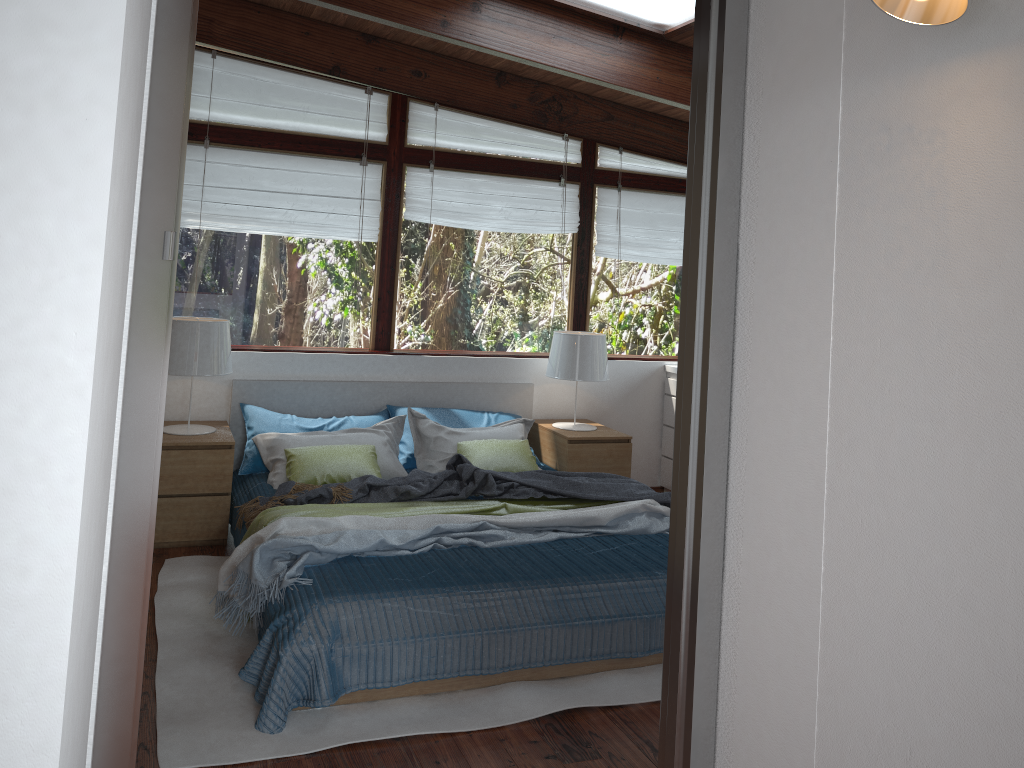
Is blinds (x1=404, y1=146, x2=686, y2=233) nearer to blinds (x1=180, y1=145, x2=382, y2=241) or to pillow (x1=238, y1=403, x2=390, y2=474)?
blinds (x1=180, y1=145, x2=382, y2=241)

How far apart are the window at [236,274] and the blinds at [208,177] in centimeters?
5cm

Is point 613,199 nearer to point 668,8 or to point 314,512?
point 668,8

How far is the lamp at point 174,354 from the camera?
4.5 meters

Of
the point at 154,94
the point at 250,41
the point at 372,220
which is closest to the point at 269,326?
the point at 372,220

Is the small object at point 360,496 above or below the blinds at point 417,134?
below

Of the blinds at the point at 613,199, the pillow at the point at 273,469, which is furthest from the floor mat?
the blinds at the point at 613,199

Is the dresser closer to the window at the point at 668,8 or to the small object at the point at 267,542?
the small object at the point at 267,542

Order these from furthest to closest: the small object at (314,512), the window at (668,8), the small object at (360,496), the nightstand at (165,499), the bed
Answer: the nightstand at (165,499)
the small object at (360,496)
the window at (668,8)
the small object at (314,512)
the bed

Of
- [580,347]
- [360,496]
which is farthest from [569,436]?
[360,496]
